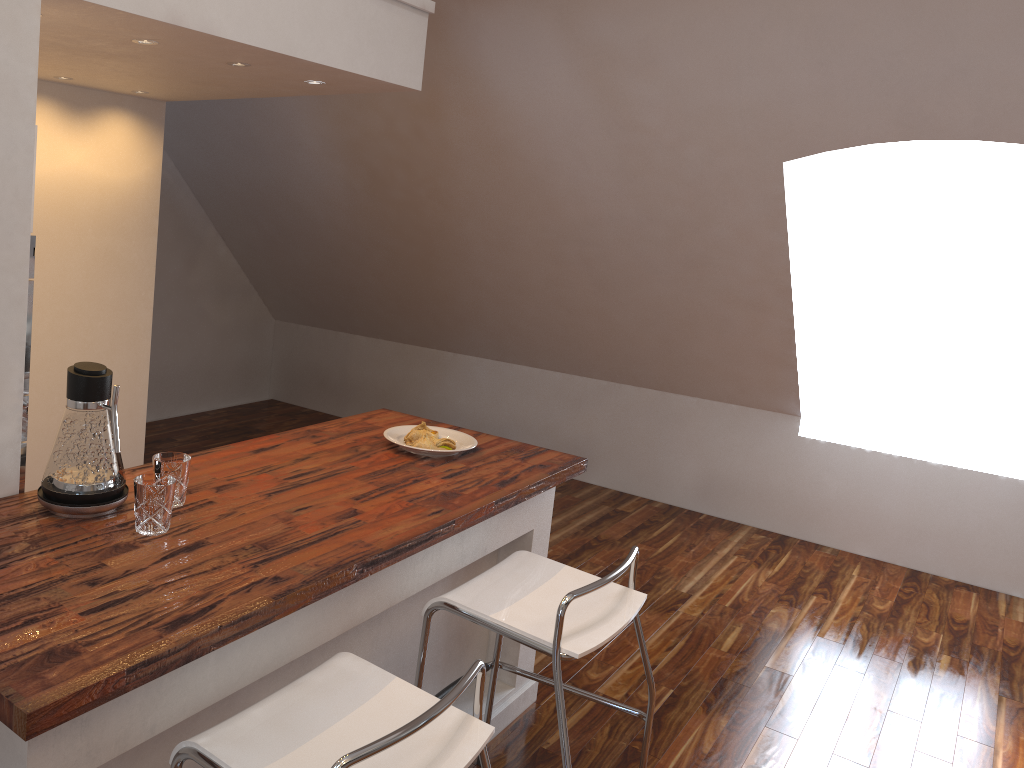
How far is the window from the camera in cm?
472

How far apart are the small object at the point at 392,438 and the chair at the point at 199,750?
0.93m

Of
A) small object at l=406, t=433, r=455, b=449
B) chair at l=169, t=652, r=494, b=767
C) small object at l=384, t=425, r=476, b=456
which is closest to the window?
small object at l=384, t=425, r=476, b=456

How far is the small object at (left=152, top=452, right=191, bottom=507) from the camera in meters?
1.9 m

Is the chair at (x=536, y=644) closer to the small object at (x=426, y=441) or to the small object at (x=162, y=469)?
the small object at (x=426, y=441)

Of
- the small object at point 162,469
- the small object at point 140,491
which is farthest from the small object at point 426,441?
the small object at point 140,491

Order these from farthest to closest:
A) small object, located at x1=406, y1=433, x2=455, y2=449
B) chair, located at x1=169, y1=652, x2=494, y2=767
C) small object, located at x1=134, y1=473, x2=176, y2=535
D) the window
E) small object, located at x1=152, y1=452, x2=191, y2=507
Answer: the window < small object, located at x1=406, y1=433, x2=455, y2=449 < small object, located at x1=152, y1=452, x2=191, y2=507 < small object, located at x1=134, y1=473, x2=176, y2=535 < chair, located at x1=169, y1=652, x2=494, y2=767

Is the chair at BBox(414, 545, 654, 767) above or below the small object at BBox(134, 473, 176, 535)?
below

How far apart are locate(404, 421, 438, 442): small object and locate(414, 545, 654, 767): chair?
0.5m

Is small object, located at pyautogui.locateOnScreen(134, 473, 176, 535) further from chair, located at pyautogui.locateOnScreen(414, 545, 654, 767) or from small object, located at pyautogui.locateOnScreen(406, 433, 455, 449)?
small object, located at pyautogui.locateOnScreen(406, 433, 455, 449)
